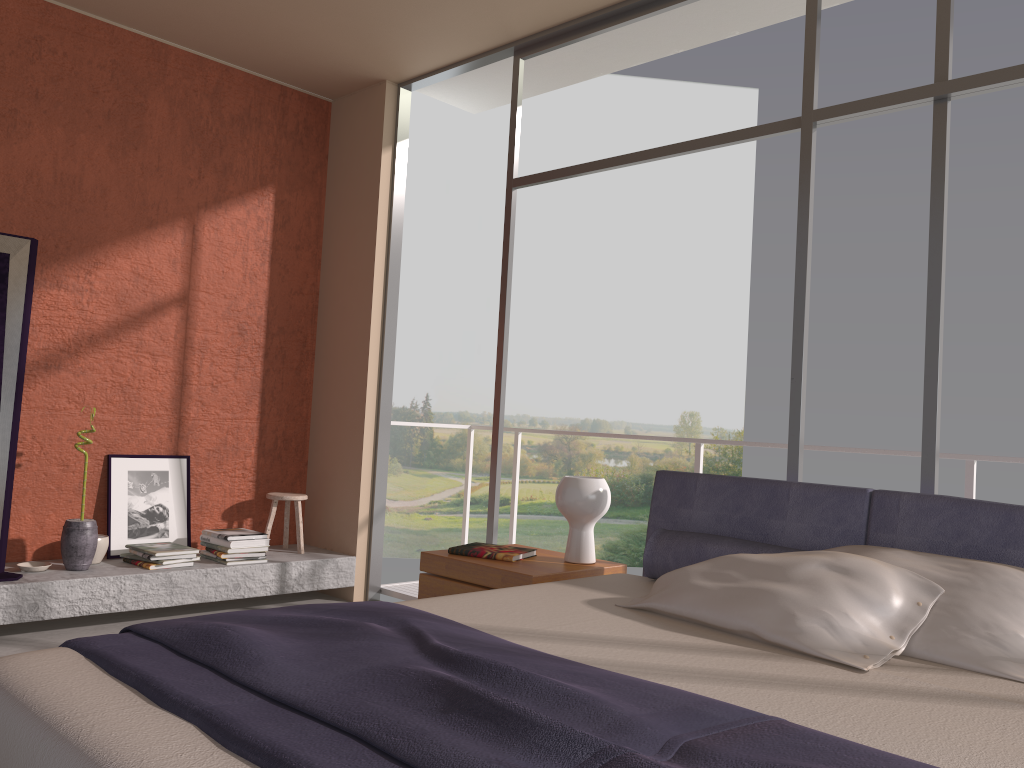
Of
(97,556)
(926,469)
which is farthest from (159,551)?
(926,469)

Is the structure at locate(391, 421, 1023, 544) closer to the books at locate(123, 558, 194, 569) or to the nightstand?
the nightstand

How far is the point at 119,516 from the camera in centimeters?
477cm

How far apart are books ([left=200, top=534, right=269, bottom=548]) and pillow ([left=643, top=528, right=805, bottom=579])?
2.5 meters

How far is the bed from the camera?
1.4 meters

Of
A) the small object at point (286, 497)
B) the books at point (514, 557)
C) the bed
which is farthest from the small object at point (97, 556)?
the bed

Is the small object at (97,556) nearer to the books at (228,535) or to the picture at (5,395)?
the books at (228,535)

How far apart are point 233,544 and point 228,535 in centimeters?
7cm

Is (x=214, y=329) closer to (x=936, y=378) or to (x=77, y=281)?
(x=77, y=281)

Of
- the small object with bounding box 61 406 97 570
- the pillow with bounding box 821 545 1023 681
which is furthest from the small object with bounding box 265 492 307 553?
the pillow with bounding box 821 545 1023 681
